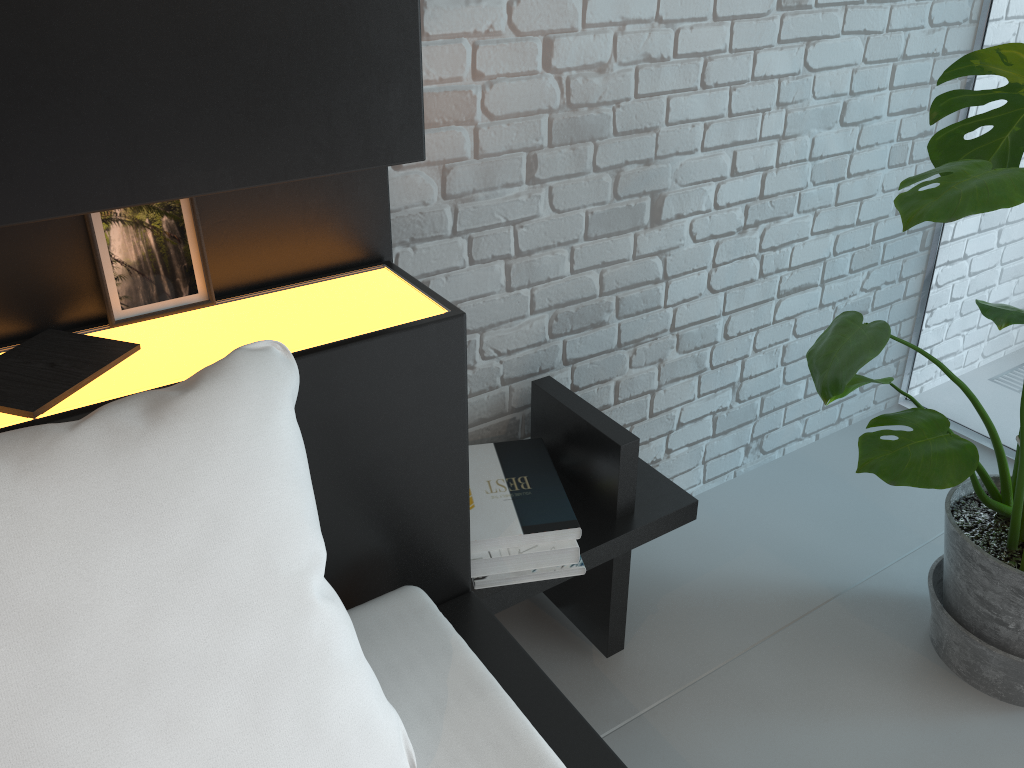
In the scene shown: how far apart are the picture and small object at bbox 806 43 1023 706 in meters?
0.9 m

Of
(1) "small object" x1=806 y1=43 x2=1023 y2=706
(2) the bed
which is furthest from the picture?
(1) "small object" x1=806 y1=43 x2=1023 y2=706

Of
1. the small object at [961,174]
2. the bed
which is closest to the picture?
the bed

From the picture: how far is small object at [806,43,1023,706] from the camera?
1.1 meters

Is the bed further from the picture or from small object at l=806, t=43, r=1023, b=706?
small object at l=806, t=43, r=1023, b=706

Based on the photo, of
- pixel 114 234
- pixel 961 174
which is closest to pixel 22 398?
pixel 114 234

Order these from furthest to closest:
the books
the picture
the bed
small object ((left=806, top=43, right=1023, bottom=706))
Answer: small object ((left=806, top=43, right=1023, bottom=706)) < the picture < the books < the bed

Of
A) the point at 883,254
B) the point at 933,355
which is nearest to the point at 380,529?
the point at 883,254

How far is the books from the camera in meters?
0.9 m

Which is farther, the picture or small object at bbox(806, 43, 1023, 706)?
small object at bbox(806, 43, 1023, 706)
